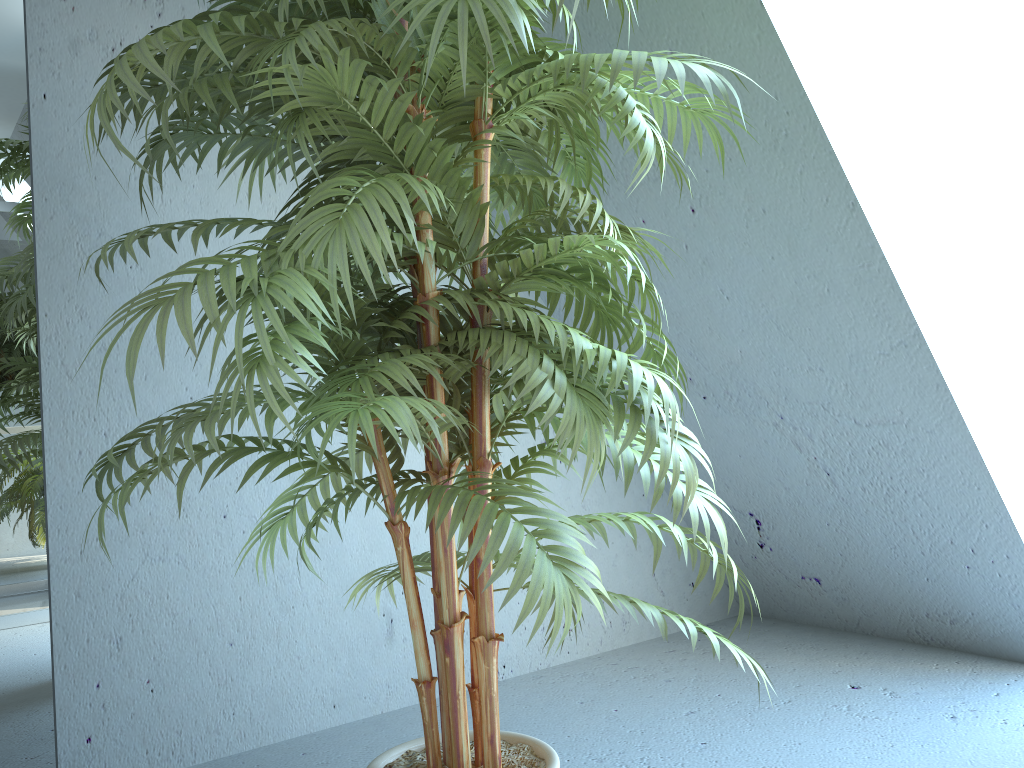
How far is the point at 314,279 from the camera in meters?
1.0 m

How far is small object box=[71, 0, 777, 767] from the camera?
0.98m

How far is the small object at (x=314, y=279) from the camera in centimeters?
98cm
